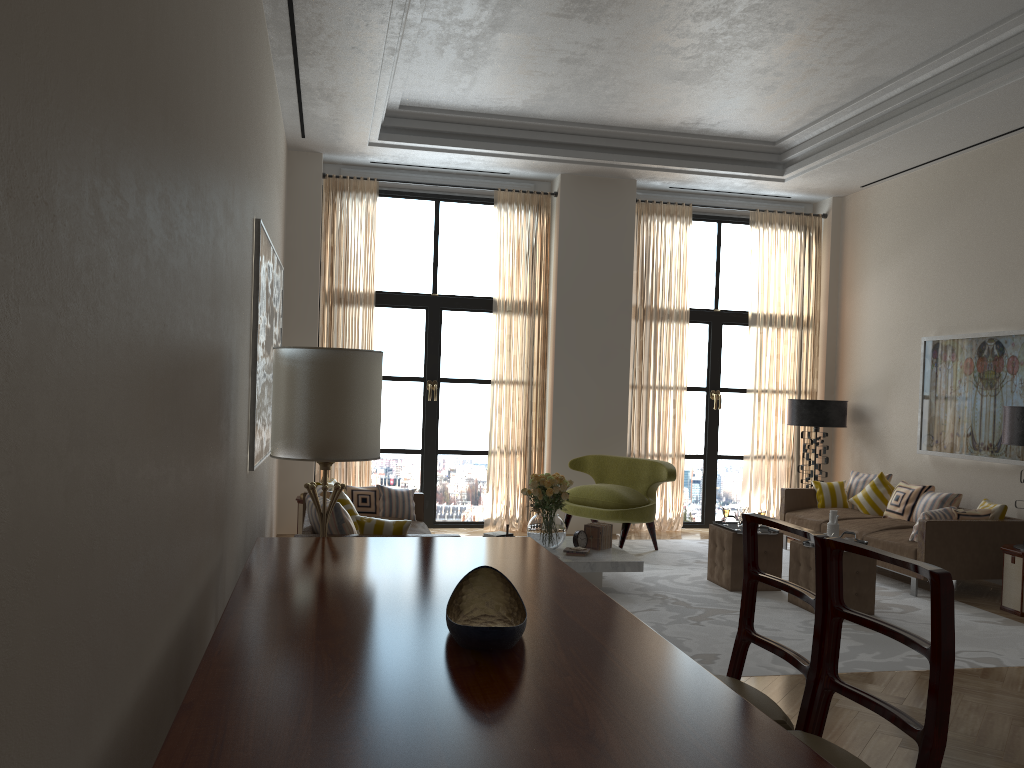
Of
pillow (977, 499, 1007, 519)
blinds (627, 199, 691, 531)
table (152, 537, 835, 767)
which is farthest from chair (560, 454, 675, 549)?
table (152, 537, 835, 767)

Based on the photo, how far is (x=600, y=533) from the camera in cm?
937

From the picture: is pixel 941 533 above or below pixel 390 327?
below

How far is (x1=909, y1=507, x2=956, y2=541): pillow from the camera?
9.2 meters

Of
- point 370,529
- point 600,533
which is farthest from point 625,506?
point 370,529

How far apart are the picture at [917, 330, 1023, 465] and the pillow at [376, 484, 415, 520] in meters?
6.4 m

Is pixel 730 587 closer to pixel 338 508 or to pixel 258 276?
pixel 338 508

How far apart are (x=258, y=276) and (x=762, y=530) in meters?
5.7 m

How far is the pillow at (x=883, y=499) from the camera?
11.2m

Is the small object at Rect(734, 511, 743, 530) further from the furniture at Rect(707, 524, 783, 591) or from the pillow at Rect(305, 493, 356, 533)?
the pillow at Rect(305, 493, 356, 533)
